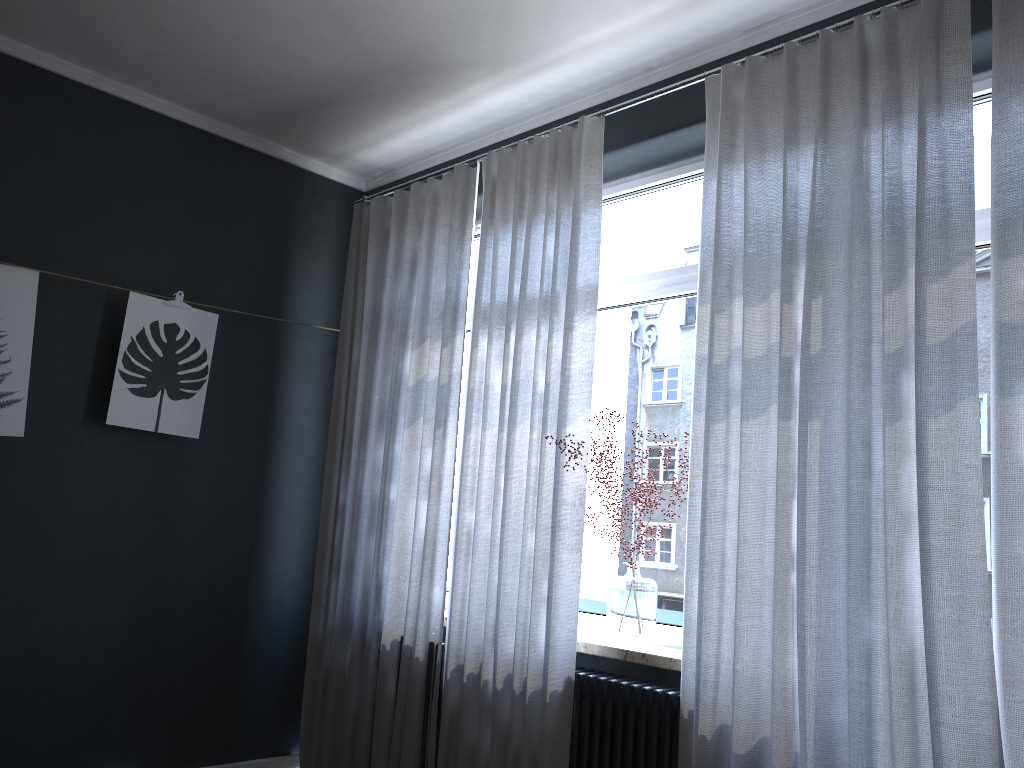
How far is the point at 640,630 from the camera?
3.1m

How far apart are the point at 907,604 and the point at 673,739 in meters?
0.9 m

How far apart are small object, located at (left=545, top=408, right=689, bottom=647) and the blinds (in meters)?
0.11

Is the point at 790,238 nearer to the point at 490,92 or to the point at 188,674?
the point at 490,92

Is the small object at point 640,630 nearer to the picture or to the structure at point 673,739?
the structure at point 673,739

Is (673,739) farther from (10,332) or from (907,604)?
Answer: (10,332)

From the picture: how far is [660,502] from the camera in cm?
334

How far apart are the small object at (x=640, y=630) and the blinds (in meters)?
0.11

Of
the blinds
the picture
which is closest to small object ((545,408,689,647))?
the blinds

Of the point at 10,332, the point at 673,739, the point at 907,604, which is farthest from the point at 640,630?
the point at 10,332
